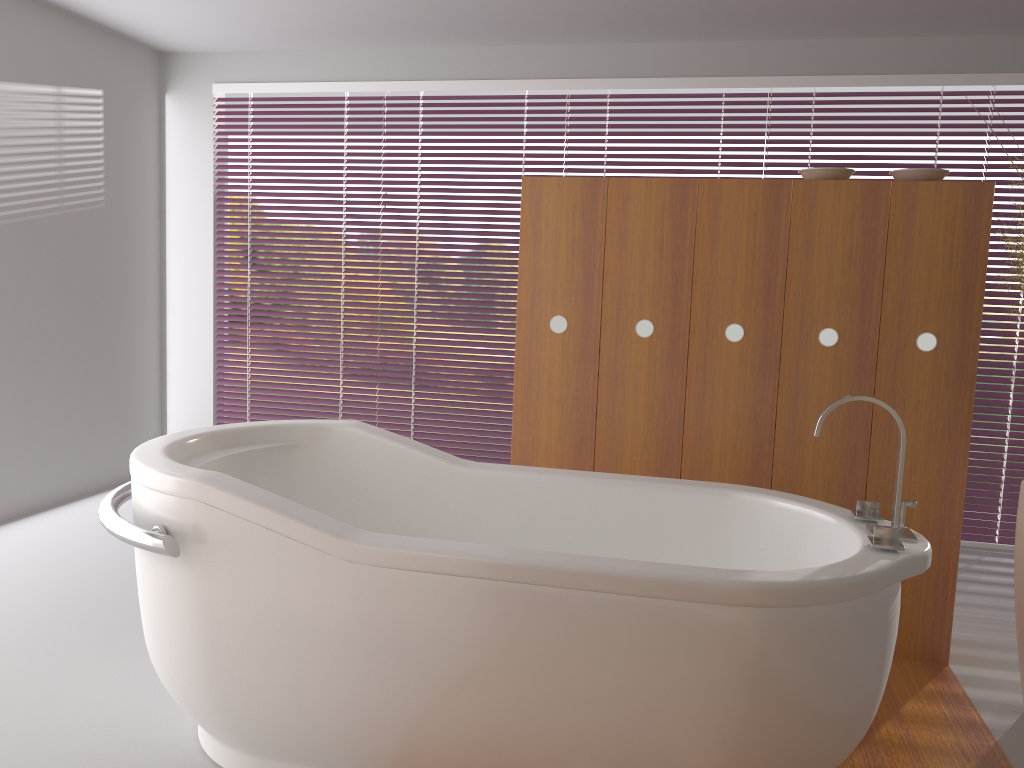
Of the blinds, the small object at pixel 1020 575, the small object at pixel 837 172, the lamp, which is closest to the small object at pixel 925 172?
the small object at pixel 837 172

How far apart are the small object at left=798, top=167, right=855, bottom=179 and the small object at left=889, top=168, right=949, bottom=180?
0.1 meters

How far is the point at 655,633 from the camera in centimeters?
164cm

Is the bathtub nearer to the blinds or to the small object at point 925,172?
the small object at point 925,172

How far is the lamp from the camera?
2.7m

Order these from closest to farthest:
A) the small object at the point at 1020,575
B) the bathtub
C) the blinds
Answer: the bathtub → the small object at the point at 1020,575 → the blinds

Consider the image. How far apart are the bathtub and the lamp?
0.6 meters

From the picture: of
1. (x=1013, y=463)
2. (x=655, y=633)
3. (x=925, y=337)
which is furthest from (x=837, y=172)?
(x=1013, y=463)

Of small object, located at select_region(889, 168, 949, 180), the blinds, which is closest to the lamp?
Result: small object, located at select_region(889, 168, 949, 180)

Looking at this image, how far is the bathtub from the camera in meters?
1.6
